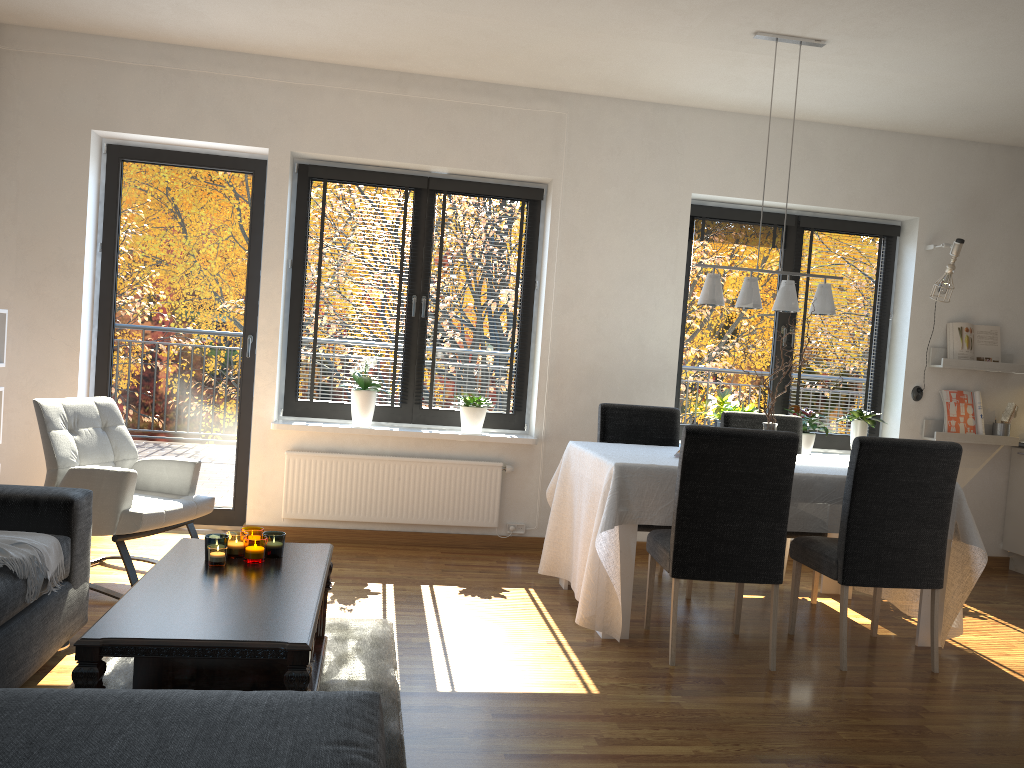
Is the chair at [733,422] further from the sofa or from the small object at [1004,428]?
the sofa

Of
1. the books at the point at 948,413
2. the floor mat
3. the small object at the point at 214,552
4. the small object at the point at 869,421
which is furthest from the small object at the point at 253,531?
the books at the point at 948,413

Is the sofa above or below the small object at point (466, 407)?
below

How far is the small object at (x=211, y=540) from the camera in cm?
294

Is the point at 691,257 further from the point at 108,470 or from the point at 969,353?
the point at 108,470

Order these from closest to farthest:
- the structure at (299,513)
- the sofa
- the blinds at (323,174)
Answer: the sofa < the structure at (299,513) < the blinds at (323,174)

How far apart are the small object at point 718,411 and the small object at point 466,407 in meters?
1.5 m

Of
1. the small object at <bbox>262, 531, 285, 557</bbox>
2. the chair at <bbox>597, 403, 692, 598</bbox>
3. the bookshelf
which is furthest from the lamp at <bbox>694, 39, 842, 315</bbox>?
the bookshelf

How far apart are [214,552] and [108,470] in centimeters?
120cm

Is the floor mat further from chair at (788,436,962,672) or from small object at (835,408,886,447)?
small object at (835,408,886,447)
